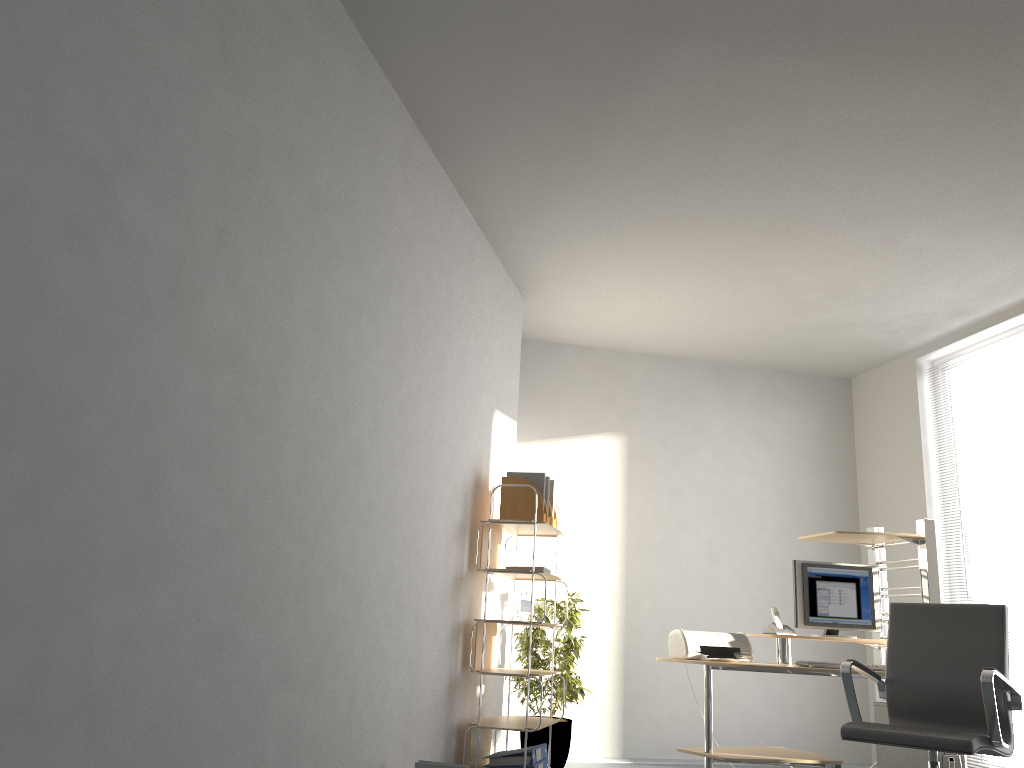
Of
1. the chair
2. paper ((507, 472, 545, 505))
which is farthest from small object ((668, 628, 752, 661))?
paper ((507, 472, 545, 505))

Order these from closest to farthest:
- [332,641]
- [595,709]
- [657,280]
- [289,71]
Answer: [289,71] < [332,641] < [657,280] < [595,709]

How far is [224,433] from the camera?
2.4m

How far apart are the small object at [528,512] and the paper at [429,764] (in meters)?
1.52

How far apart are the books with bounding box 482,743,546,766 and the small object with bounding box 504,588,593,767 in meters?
0.9

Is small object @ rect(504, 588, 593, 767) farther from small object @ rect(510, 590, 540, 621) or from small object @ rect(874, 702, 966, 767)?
small object @ rect(874, 702, 966, 767)

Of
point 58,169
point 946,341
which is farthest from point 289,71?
point 946,341

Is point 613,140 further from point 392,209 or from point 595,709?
point 595,709

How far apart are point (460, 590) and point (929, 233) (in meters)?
3.12

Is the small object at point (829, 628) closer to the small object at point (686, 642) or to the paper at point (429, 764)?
the small object at point (686, 642)
